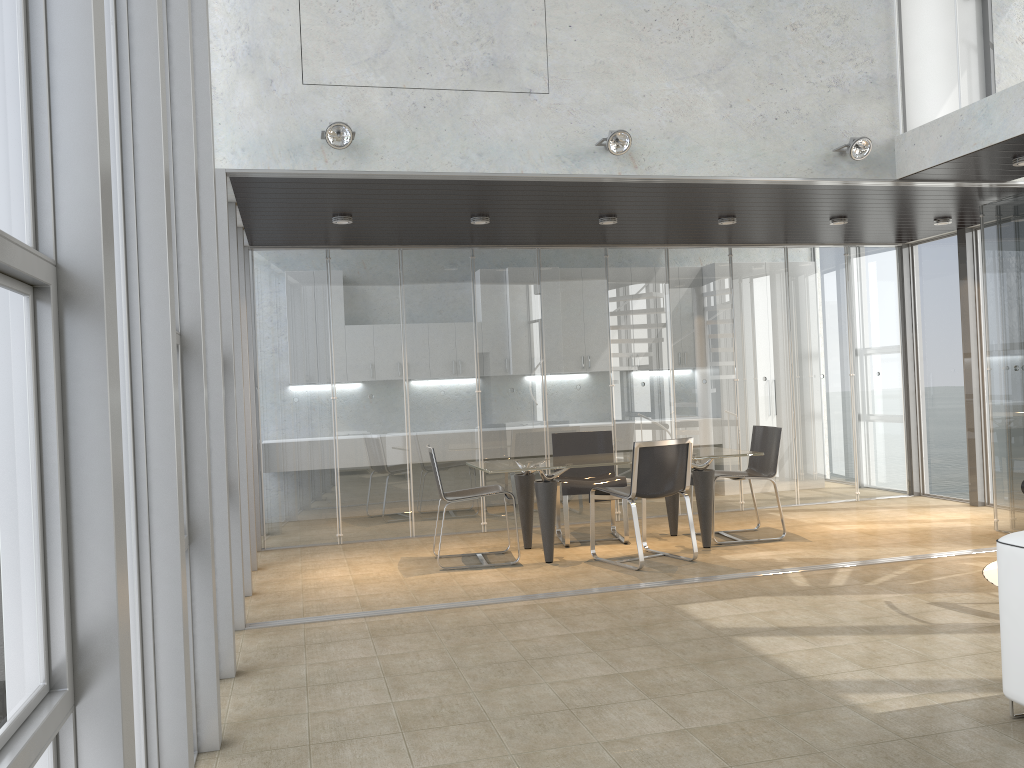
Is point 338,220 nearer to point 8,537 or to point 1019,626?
point 1019,626

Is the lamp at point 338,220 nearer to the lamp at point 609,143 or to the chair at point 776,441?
the lamp at point 609,143

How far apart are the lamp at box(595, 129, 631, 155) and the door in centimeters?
222cm

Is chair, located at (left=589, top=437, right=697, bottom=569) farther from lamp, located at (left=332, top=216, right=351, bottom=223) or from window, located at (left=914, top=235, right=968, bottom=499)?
window, located at (left=914, top=235, right=968, bottom=499)

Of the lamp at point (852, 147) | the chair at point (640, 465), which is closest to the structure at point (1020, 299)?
the lamp at point (852, 147)

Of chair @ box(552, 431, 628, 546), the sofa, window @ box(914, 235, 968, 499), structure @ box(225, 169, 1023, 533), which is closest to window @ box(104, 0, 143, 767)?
structure @ box(225, 169, 1023, 533)

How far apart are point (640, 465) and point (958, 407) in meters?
4.4

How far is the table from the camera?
6.7m

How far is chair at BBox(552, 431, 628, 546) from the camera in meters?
7.4 m

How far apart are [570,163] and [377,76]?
1.3 meters
